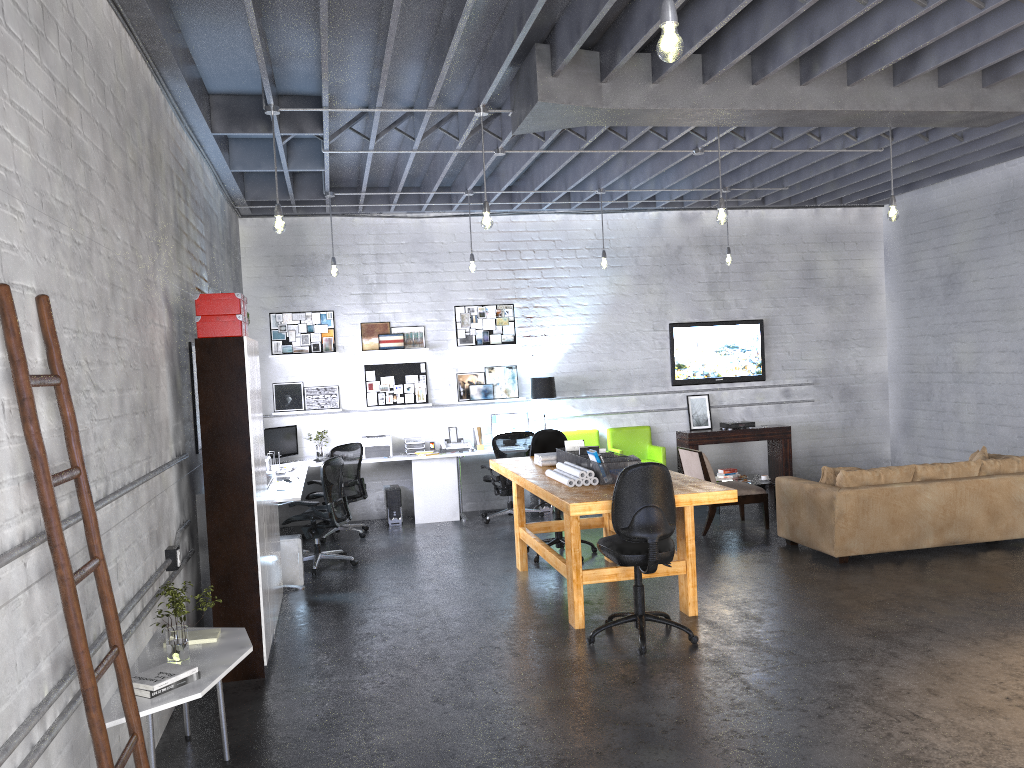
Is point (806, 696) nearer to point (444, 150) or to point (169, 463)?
point (169, 463)

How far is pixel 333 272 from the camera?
9.24m

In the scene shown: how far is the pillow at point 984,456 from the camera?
8.20m

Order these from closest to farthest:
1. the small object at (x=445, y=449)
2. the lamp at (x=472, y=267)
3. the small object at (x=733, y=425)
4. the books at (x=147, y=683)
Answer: the books at (x=147, y=683) < the lamp at (x=472, y=267) < the small object at (x=445, y=449) < the small object at (x=733, y=425)

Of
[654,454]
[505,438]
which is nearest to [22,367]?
[505,438]

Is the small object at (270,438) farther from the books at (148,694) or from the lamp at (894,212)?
the lamp at (894,212)

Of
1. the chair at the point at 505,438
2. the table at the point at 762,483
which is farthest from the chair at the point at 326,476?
the table at the point at 762,483

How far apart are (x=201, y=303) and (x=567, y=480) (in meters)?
2.67

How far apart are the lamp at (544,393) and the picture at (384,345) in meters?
1.7

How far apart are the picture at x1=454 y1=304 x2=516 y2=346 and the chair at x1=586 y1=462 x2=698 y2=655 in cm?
551
